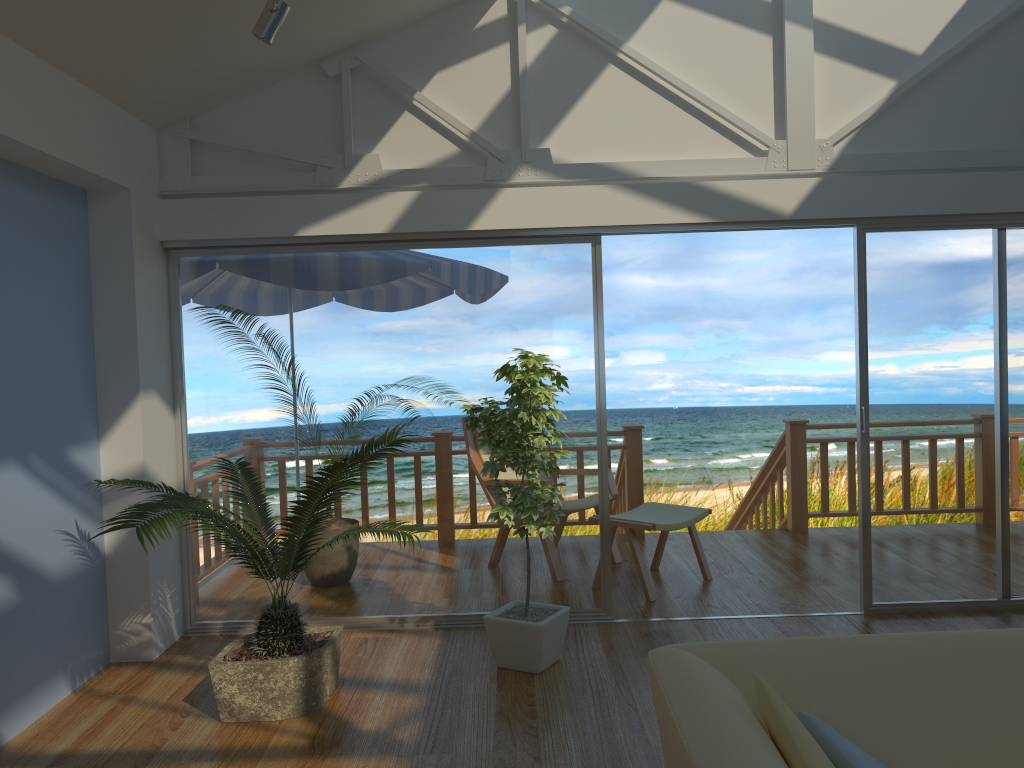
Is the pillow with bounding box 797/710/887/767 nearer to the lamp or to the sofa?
the sofa

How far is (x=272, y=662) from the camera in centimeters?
338cm

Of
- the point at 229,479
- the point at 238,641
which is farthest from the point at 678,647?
the point at 229,479

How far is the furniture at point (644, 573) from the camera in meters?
4.9 m

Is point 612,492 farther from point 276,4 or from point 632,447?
point 276,4

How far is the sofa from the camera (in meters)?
1.77

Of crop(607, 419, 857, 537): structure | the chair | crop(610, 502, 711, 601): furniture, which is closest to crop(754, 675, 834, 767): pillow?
crop(610, 502, 711, 601): furniture

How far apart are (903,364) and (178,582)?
3.8 meters

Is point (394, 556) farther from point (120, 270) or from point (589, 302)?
point (120, 270)

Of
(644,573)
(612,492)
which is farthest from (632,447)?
(644,573)
